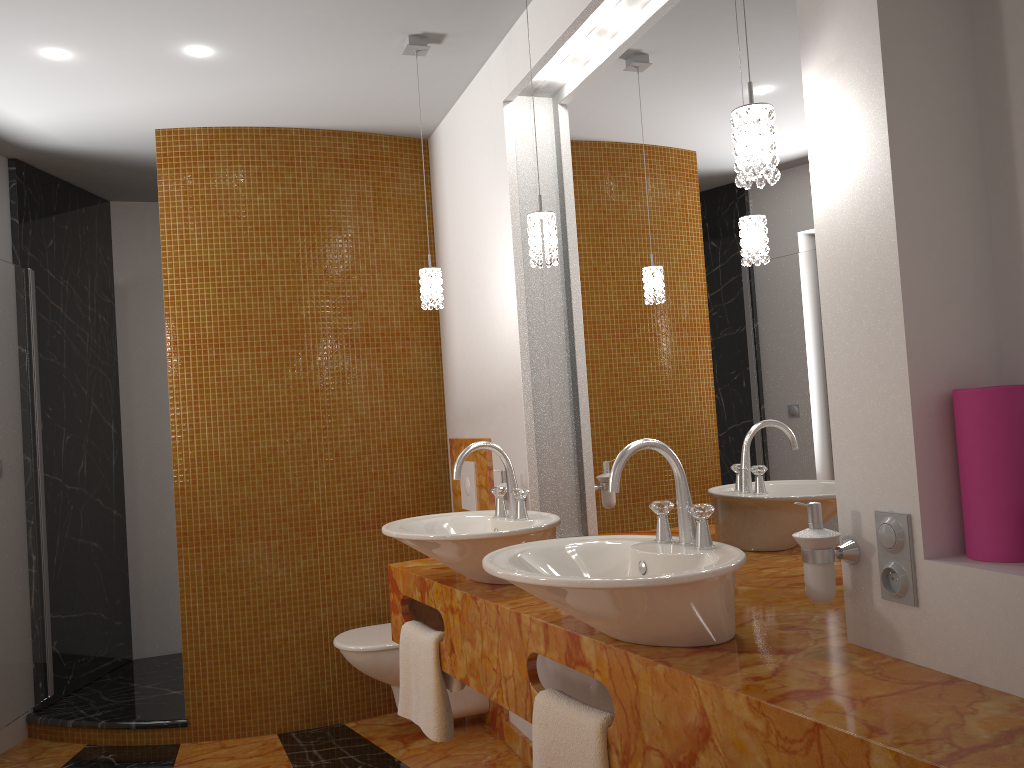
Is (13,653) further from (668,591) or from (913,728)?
(913,728)

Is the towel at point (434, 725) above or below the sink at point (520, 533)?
below

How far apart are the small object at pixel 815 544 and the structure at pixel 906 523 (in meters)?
0.06

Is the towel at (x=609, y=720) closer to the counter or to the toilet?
the counter

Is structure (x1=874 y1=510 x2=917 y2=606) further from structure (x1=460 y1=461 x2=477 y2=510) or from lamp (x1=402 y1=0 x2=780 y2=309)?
structure (x1=460 y1=461 x2=477 y2=510)

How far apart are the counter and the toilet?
0.6m

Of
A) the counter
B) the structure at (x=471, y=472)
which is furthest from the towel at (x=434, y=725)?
the structure at (x=471, y=472)

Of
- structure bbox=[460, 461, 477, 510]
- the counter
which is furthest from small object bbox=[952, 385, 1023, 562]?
structure bbox=[460, 461, 477, 510]

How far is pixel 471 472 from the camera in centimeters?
354cm

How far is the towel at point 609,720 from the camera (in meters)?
1.64
